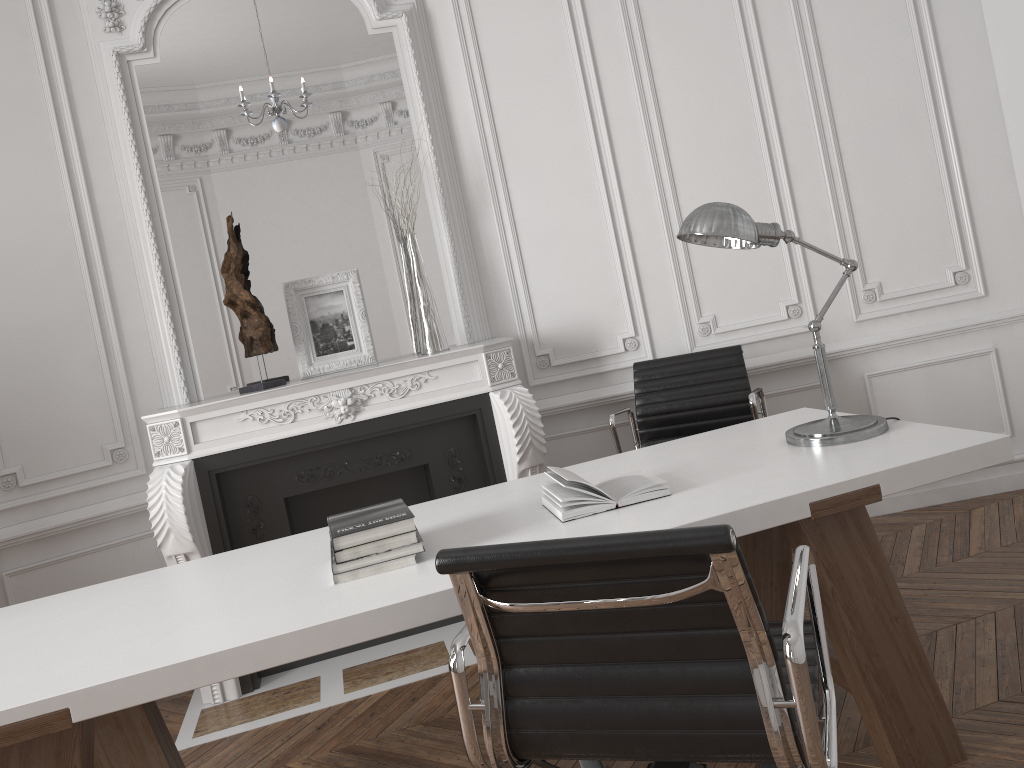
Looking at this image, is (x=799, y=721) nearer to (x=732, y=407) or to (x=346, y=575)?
(x=346, y=575)

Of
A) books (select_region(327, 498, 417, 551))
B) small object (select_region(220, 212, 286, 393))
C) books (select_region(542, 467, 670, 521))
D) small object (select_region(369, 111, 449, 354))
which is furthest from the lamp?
small object (select_region(220, 212, 286, 393))

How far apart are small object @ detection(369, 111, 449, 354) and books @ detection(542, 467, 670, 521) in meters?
1.6

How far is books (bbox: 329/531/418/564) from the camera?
2.0m

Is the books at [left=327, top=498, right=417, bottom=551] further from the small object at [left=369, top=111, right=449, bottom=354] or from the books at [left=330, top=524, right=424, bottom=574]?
the small object at [left=369, top=111, right=449, bottom=354]

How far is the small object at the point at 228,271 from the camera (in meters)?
3.61

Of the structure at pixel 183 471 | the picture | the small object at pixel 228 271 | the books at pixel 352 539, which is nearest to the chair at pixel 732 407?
the structure at pixel 183 471

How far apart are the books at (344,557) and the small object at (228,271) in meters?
1.8 m

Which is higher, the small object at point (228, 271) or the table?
the small object at point (228, 271)

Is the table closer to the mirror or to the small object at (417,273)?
the small object at (417,273)
